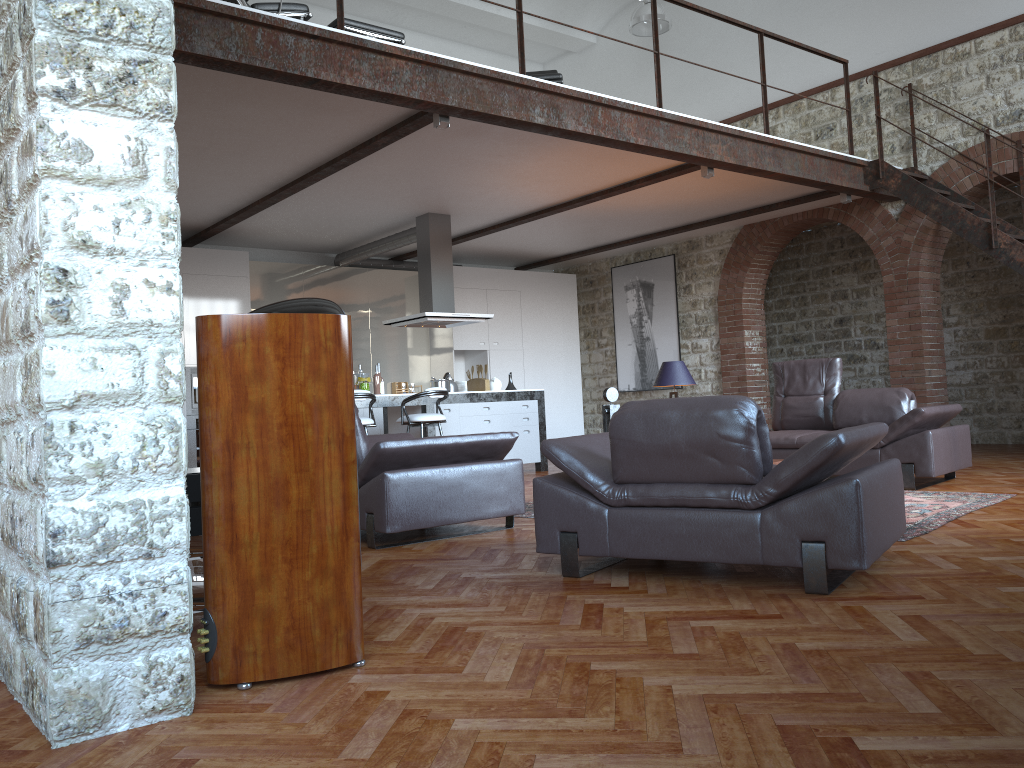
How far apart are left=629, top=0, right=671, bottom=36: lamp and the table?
9.02m

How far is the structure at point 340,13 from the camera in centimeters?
555cm

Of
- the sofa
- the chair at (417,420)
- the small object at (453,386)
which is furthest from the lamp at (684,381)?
the small object at (453,386)

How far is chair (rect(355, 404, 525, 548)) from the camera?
4.9 meters

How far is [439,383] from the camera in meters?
9.5

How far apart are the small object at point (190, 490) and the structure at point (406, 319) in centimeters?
576cm

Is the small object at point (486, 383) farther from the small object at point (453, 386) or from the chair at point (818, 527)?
the chair at point (818, 527)

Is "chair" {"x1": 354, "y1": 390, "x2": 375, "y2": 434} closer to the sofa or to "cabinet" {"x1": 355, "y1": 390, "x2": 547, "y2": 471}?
"cabinet" {"x1": 355, "y1": 390, "x2": 547, "y2": 471}

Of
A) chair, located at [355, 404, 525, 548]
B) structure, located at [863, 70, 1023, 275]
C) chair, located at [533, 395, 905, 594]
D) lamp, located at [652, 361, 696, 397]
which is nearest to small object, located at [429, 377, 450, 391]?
lamp, located at [652, 361, 696, 397]

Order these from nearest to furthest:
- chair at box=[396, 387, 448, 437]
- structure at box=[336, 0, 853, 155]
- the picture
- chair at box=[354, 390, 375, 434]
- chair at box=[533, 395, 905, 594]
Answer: chair at box=[533, 395, 905, 594]
structure at box=[336, 0, 853, 155]
chair at box=[354, 390, 375, 434]
chair at box=[396, 387, 448, 437]
the picture
